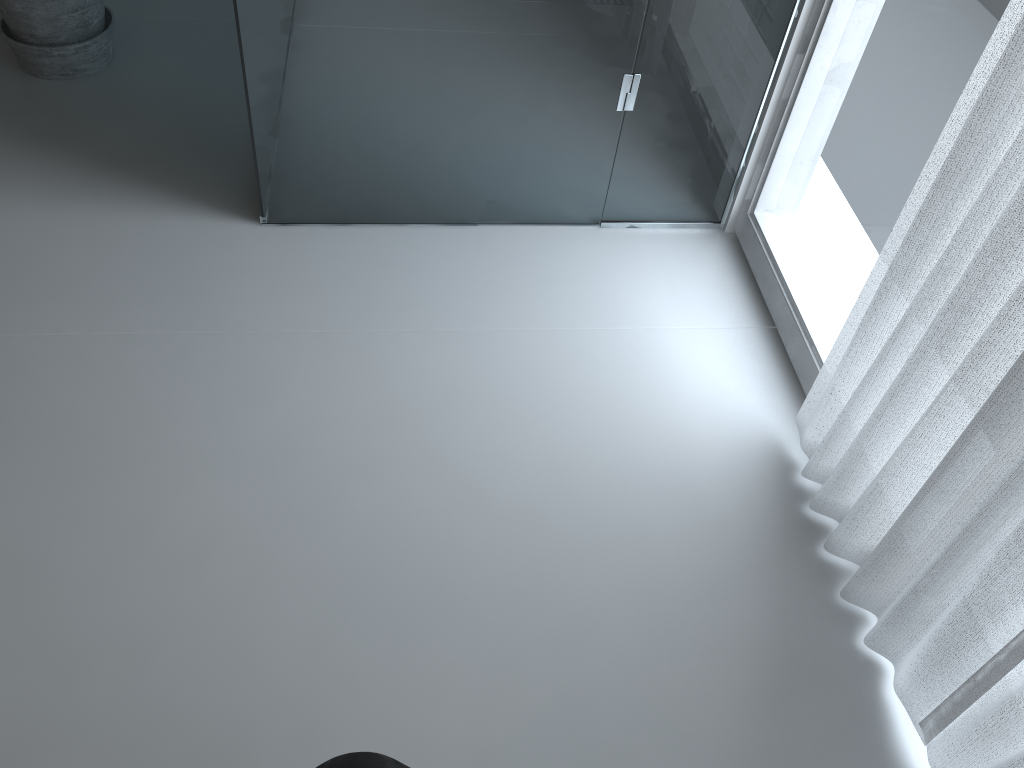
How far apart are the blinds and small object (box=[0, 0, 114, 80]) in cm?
208

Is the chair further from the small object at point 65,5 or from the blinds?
the small object at point 65,5

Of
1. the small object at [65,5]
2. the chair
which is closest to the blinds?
the chair

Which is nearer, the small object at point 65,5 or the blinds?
the blinds

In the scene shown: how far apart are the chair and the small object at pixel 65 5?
2.16m

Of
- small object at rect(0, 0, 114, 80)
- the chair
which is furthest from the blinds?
small object at rect(0, 0, 114, 80)

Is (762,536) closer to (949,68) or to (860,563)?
(860,563)

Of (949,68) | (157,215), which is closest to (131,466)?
(157,215)

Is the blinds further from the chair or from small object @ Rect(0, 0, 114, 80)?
small object @ Rect(0, 0, 114, 80)

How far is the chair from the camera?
0.9m
